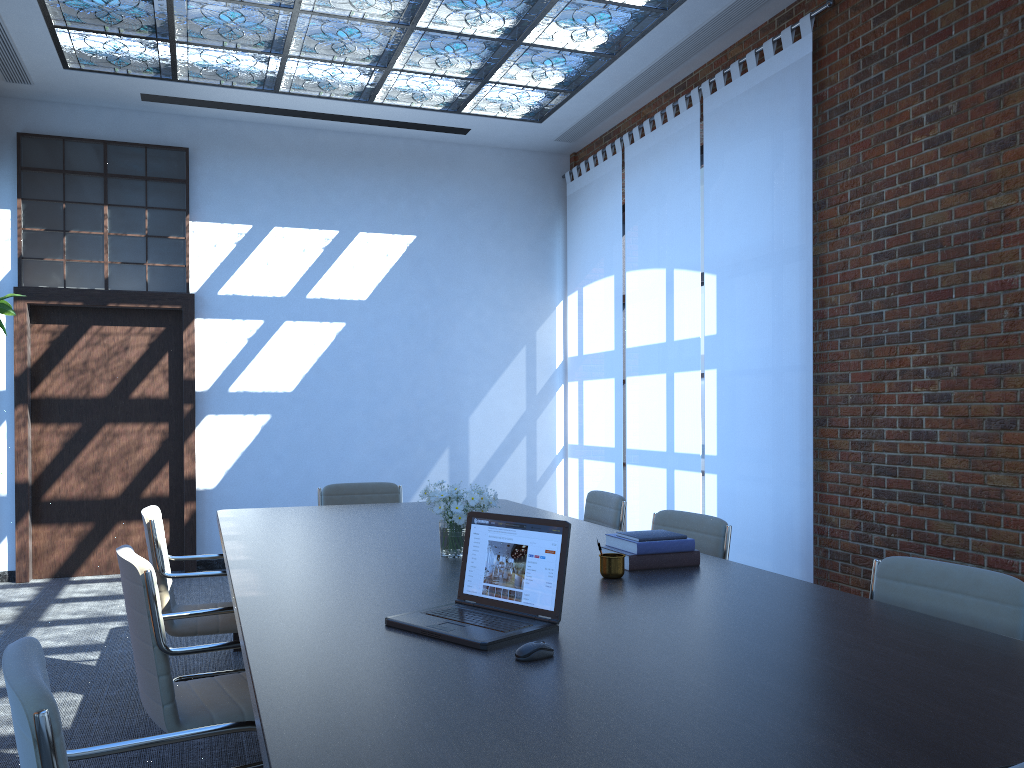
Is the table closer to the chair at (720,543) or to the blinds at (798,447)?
the chair at (720,543)

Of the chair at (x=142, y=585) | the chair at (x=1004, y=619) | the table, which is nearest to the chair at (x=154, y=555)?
the table

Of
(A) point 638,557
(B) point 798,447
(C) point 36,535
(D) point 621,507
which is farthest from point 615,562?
(C) point 36,535

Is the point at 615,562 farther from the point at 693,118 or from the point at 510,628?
the point at 693,118

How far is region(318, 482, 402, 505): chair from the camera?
5.7 meters

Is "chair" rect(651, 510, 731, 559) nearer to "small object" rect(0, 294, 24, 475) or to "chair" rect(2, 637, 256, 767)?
"chair" rect(2, 637, 256, 767)

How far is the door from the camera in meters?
7.4 m

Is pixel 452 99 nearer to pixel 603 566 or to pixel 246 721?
pixel 603 566

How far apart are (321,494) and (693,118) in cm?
389

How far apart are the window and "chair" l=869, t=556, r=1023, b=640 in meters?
6.5
